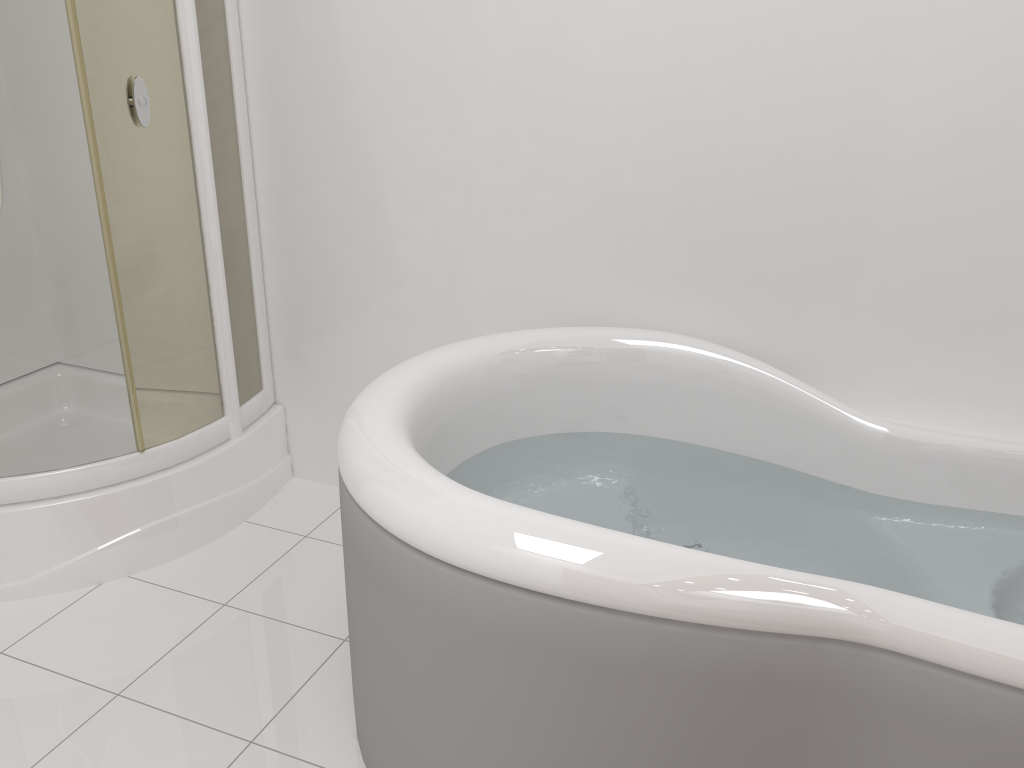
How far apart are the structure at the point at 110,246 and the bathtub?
0.72m

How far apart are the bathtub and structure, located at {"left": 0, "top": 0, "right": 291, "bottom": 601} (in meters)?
0.72

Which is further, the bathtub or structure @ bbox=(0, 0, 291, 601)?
structure @ bbox=(0, 0, 291, 601)

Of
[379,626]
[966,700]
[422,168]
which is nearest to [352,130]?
[422,168]

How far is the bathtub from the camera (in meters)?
1.18

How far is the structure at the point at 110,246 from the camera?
2.0m

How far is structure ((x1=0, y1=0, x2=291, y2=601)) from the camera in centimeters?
198cm

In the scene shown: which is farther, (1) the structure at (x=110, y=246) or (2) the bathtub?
(1) the structure at (x=110, y=246)

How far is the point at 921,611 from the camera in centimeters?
118cm

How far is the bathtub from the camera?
1.2 meters
